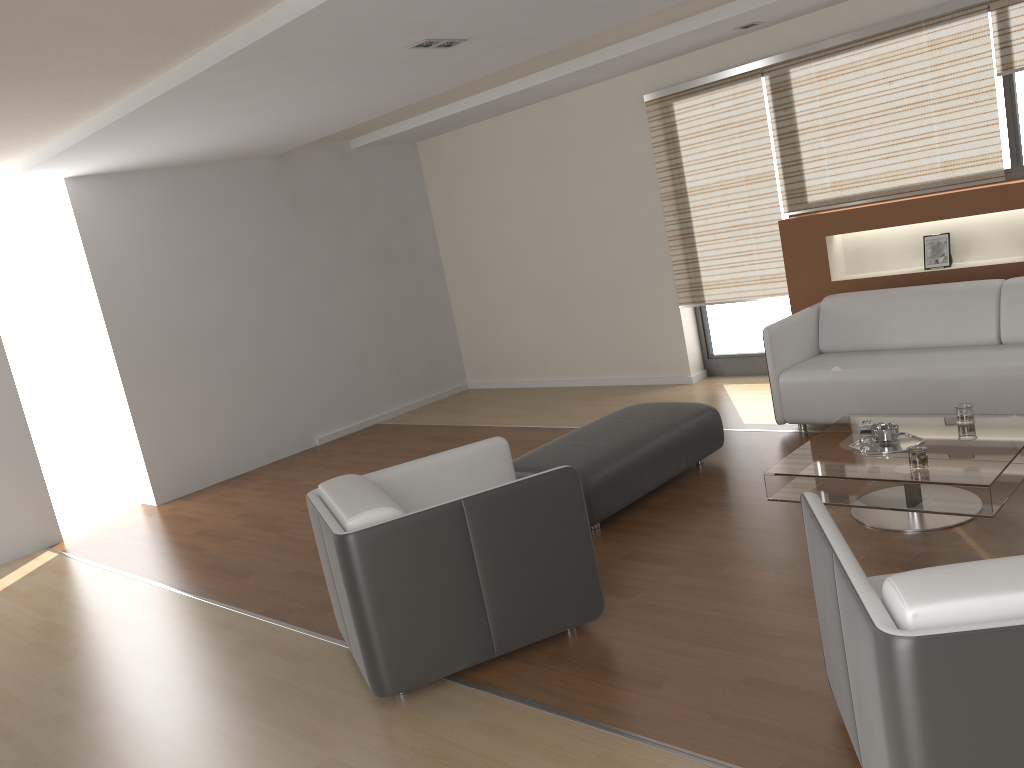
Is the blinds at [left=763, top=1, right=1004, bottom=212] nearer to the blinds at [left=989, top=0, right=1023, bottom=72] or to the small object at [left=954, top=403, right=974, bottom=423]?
the blinds at [left=989, top=0, right=1023, bottom=72]

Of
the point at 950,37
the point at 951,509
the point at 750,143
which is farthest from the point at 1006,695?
the point at 750,143

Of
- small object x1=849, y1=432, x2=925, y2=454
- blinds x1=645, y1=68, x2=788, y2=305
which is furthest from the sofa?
small object x1=849, y1=432, x2=925, y2=454

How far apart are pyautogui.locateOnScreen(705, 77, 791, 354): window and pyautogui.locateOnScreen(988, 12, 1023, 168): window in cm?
176

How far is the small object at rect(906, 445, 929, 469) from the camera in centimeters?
349cm

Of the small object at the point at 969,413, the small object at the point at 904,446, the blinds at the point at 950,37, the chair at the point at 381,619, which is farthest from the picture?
the chair at the point at 381,619

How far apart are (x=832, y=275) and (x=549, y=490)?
3.8 meters

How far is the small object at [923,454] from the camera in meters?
3.5 m

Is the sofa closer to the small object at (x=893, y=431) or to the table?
the table

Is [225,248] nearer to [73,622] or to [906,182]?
[73,622]
